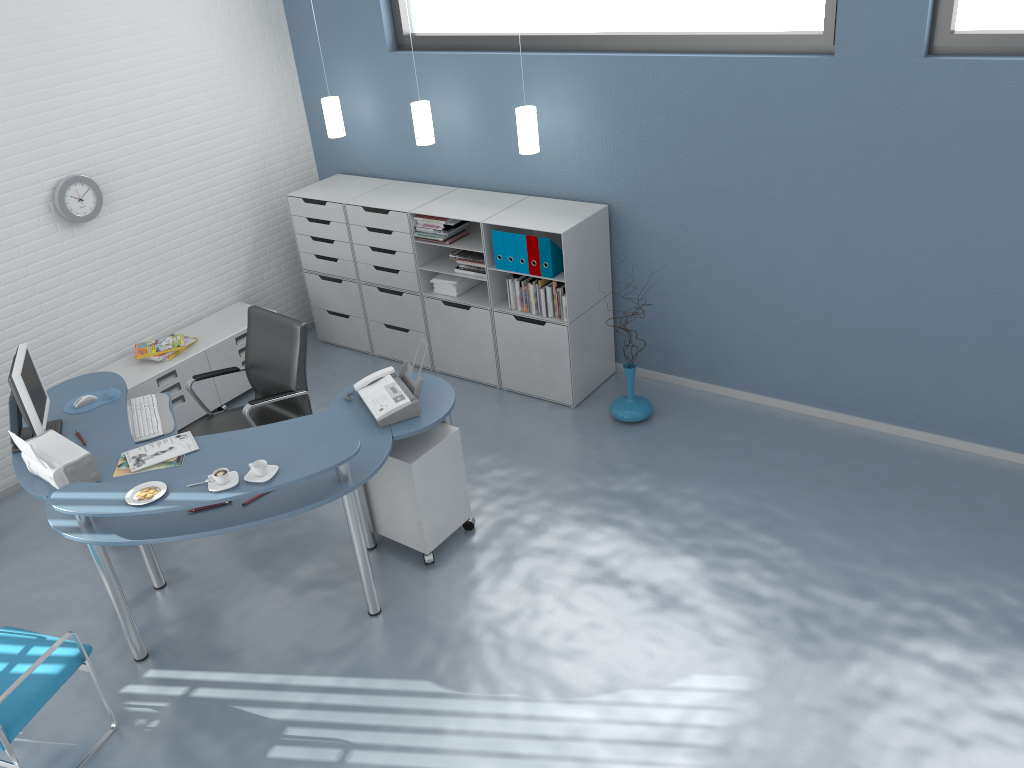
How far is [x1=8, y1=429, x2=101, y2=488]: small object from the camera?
3.8 meters

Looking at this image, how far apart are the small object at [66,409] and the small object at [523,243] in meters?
2.3

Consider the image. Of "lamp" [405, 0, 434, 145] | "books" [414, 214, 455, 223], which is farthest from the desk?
"lamp" [405, 0, 434, 145]

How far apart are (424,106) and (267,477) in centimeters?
291cm

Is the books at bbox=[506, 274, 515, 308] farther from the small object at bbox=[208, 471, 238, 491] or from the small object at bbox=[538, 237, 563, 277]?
the small object at bbox=[208, 471, 238, 491]

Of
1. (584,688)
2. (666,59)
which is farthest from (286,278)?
(584,688)

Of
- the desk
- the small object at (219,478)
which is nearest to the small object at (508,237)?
the desk

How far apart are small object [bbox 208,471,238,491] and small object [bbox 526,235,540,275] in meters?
2.3

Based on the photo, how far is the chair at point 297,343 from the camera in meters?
4.7 m

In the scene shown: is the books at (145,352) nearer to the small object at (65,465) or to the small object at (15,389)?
the small object at (15,389)
